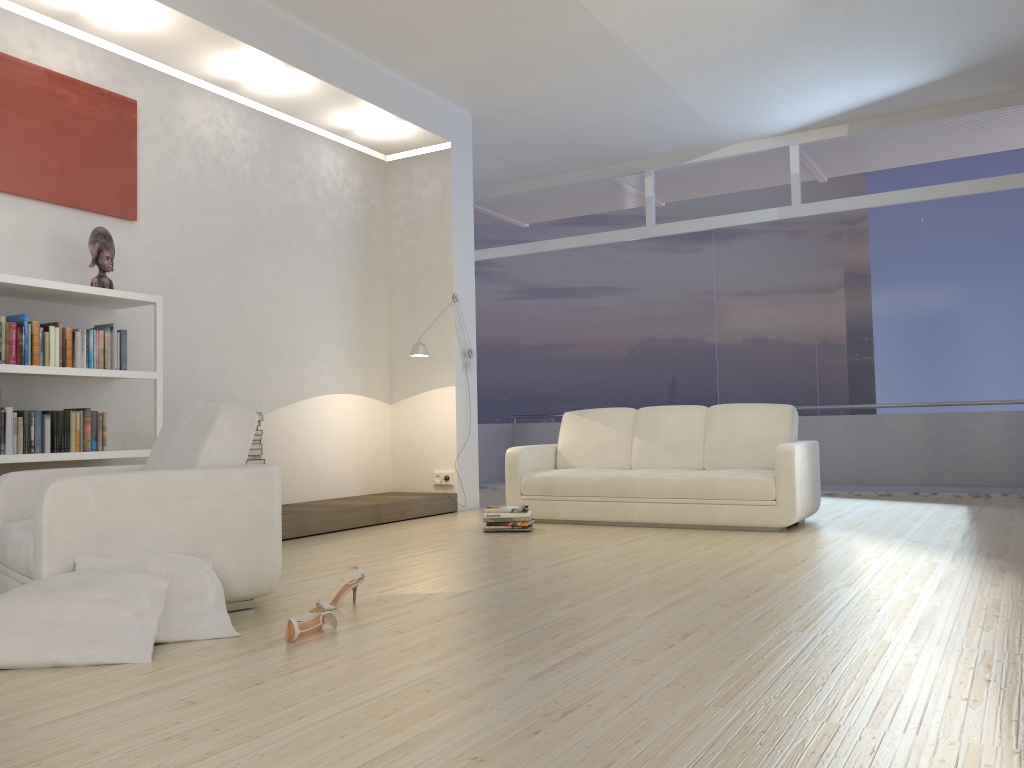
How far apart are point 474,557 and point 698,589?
1.5m

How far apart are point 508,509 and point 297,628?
3.1 meters

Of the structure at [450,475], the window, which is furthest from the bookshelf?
the window

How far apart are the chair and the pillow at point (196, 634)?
0.0m

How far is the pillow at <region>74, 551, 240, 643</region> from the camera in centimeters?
307cm

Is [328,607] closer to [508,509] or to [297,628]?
[297,628]

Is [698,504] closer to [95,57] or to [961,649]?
[961,649]

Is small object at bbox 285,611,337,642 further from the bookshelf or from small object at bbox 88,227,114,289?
small object at bbox 88,227,114,289

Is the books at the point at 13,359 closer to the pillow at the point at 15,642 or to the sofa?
the pillow at the point at 15,642

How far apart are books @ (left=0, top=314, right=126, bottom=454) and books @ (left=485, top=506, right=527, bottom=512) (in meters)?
2.45
